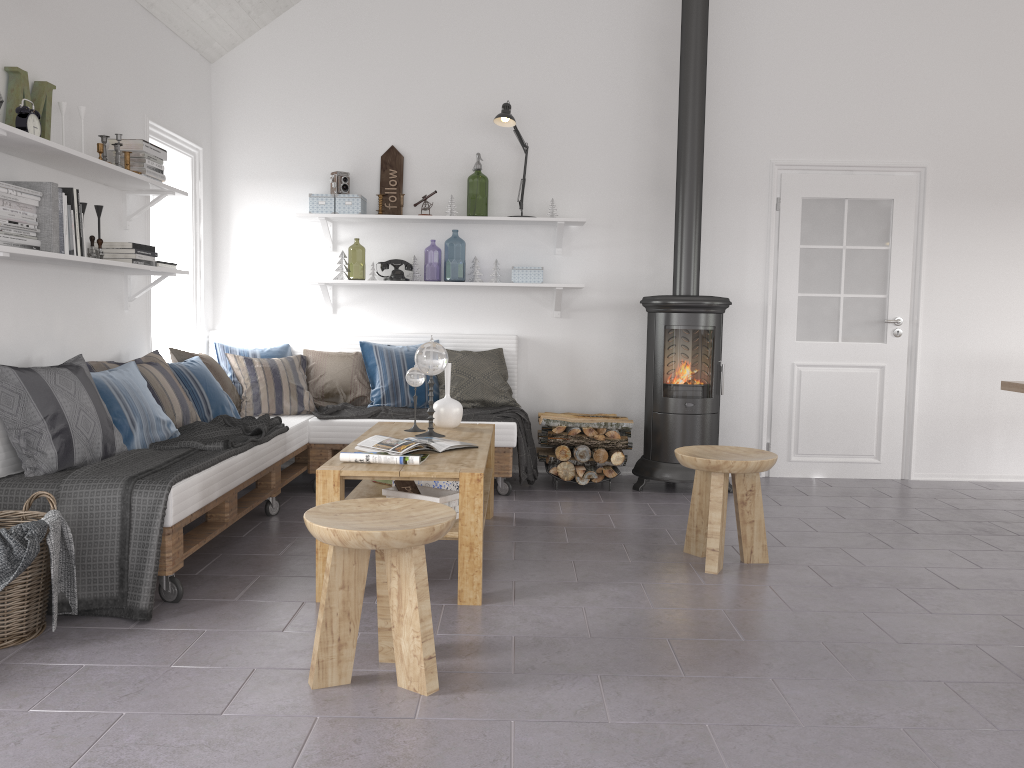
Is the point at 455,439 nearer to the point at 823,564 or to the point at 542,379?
the point at 823,564

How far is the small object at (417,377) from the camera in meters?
4.2

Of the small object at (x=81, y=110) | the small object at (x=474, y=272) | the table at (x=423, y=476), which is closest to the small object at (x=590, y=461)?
the table at (x=423, y=476)

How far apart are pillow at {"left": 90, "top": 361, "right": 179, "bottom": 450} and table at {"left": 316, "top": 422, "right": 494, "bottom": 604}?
0.8m

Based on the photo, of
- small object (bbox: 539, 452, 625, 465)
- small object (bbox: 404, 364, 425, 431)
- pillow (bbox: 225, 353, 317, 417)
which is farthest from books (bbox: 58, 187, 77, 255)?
small object (bbox: 539, 452, 625, 465)

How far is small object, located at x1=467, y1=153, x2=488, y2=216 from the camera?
8.4 meters

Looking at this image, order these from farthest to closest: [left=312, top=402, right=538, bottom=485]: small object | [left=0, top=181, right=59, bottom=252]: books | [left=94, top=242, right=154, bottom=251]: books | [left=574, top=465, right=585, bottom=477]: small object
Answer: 1. [left=574, top=465, right=585, bottom=477]: small object
2. [left=312, top=402, right=538, bottom=485]: small object
3. [left=94, top=242, right=154, bottom=251]: books
4. [left=0, top=181, right=59, bottom=252]: books

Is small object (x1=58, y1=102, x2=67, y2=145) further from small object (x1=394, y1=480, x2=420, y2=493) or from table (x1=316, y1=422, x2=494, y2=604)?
small object (x1=394, y1=480, x2=420, y2=493)

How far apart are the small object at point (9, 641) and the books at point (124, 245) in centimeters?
154cm

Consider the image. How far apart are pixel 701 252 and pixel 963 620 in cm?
320
